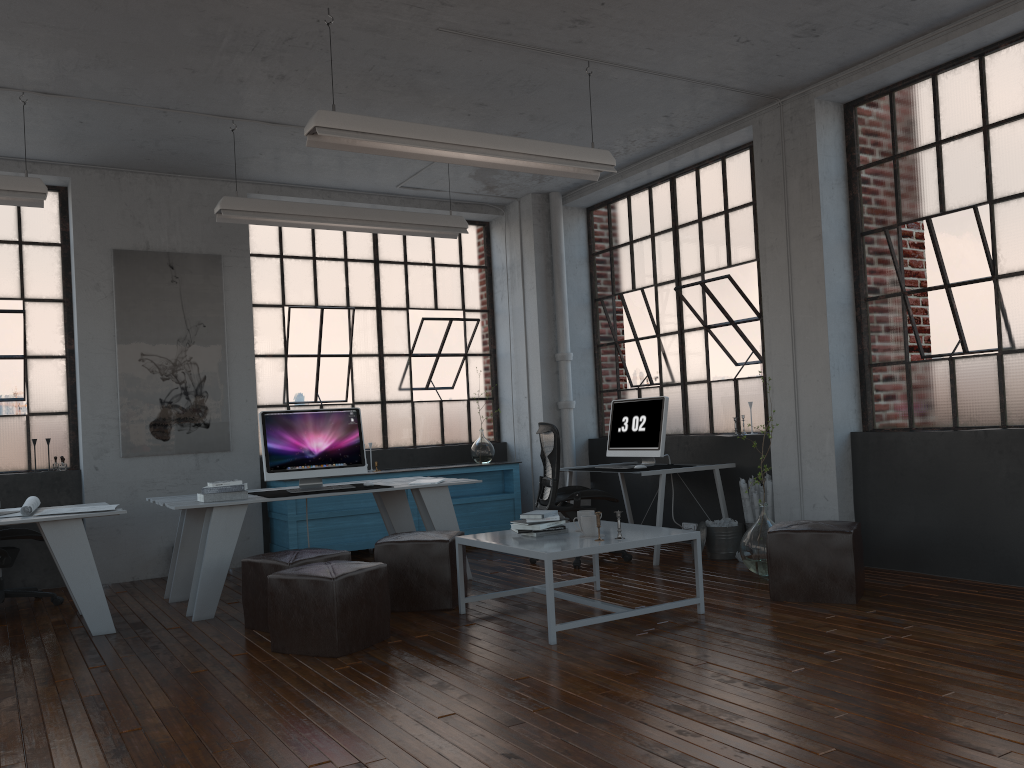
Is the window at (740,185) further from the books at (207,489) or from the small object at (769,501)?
the books at (207,489)

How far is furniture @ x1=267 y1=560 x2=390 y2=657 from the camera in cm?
423

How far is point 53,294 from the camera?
7.1m

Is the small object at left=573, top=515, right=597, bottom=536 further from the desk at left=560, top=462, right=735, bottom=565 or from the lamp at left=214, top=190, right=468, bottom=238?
the lamp at left=214, top=190, right=468, bottom=238

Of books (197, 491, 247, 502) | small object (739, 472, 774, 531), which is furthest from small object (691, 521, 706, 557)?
books (197, 491, 247, 502)

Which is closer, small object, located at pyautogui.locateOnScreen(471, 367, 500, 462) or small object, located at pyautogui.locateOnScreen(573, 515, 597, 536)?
small object, located at pyautogui.locateOnScreen(573, 515, 597, 536)

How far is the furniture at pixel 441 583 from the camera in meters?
5.2

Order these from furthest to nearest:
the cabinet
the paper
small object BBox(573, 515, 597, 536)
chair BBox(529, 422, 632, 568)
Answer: the cabinet < chair BBox(529, 422, 632, 568) < the paper < small object BBox(573, 515, 597, 536)

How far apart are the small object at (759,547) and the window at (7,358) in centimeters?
516cm

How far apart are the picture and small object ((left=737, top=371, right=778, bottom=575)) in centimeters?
423cm
